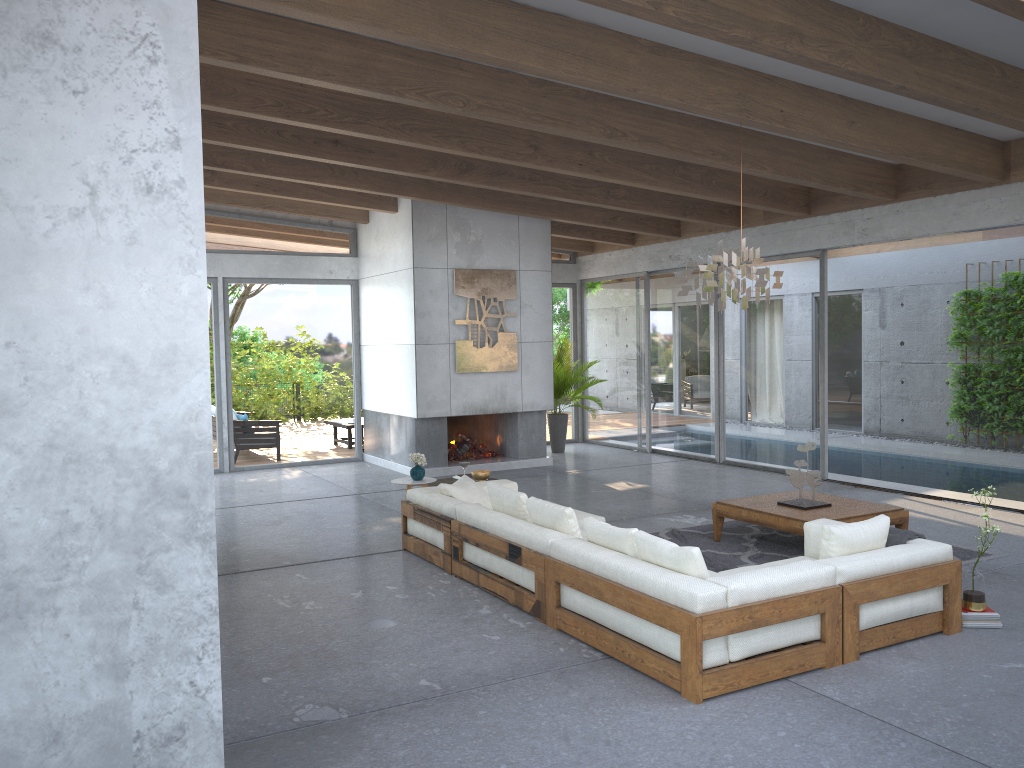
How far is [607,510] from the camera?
8.97m

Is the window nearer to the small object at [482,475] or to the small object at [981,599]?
the small object at [482,475]

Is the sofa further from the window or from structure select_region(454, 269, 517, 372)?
the window

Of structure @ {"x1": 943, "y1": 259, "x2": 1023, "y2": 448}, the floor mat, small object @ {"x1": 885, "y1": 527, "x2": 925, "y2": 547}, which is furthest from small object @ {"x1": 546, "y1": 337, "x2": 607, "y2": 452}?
small object @ {"x1": 885, "y1": 527, "x2": 925, "y2": 547}

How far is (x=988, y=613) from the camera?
5.2m

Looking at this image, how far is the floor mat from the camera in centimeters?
683cm

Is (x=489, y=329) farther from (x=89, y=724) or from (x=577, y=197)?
(x=89, y=724)

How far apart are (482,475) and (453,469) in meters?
3.6

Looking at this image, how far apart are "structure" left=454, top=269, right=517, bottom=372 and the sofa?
4.0 meters

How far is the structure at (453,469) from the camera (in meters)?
11.56
